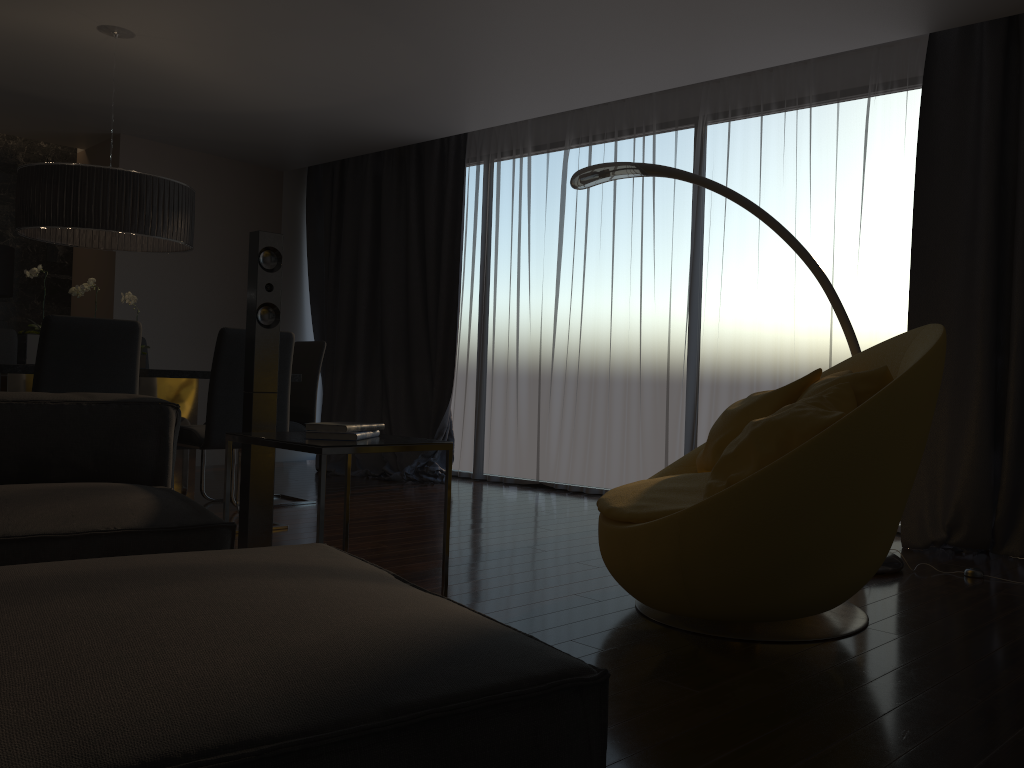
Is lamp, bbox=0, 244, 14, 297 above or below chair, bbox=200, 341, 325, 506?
above

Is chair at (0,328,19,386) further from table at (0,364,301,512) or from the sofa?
the sofa

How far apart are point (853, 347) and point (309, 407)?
3.1 meters

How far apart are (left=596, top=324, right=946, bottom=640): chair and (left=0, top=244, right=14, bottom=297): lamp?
5.5 meters

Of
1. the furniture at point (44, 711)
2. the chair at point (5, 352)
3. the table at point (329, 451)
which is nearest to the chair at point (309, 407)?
the chair at point (5, 352)

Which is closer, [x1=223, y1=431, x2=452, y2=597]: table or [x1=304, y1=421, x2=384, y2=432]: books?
[x1=223, y1=431, x2=452, y2=597]: table

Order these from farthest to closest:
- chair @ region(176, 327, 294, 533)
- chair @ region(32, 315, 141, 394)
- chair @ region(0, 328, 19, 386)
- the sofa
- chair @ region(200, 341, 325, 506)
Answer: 1. chair @ region(200, 341, 325, 506)
2. chair @ region(0, 328, 19, 386)
3. chair @ region(176, 327, 294, 533)
4. chair @ region(32, 315, 141, 394)
5. the sofa

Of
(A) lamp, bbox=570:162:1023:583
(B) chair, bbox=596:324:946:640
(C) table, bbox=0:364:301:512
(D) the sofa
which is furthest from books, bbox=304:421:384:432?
(C) table, bbox=0:364:301:512

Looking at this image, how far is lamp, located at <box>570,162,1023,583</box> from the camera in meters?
3.7 m

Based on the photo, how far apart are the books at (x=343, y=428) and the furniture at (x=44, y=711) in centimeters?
84cm
